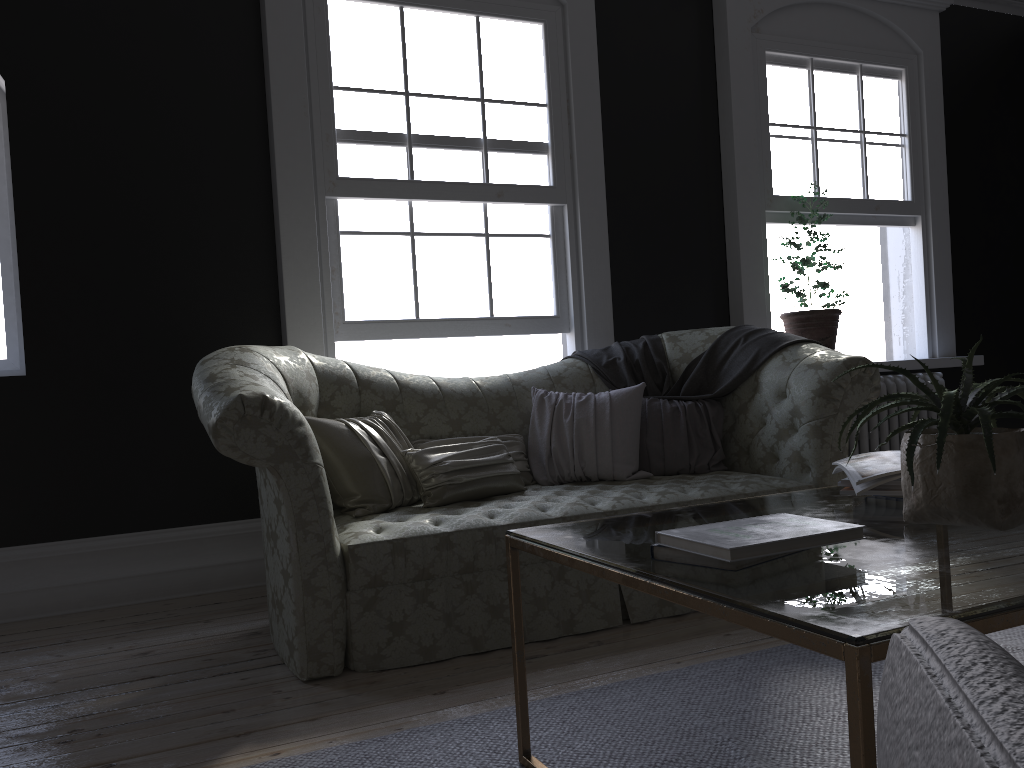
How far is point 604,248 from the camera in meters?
5.1

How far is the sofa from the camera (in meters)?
2.81

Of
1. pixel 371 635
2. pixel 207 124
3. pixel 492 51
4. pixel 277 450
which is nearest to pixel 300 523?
pixel 277 450

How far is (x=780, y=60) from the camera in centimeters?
569cm

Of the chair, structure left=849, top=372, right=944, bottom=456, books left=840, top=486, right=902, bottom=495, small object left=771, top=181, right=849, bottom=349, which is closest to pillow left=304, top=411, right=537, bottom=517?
books left=840, top=486, right=902, bottom=495

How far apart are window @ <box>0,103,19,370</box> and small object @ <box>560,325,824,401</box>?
2.70m

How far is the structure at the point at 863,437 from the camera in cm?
553

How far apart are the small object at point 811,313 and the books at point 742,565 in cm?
409

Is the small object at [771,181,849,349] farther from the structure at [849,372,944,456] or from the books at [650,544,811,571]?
the books at [650,544,811,571]

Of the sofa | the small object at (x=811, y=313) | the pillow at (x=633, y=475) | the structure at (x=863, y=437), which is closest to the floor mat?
the sofa
